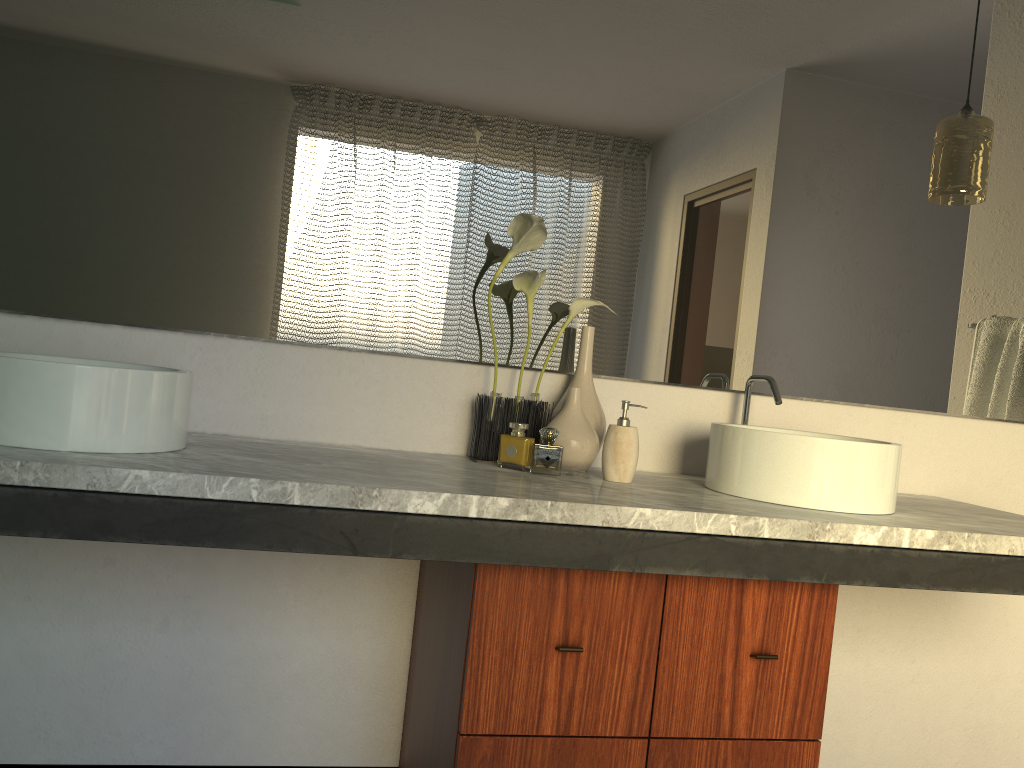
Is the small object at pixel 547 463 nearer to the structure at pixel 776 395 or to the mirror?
the mirror

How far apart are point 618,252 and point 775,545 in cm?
79

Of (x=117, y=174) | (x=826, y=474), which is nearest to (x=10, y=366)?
(x=117, y=174)

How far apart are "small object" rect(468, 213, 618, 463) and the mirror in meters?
0.1 m

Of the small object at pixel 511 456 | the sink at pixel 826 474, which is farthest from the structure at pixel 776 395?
the small object at pixel 511 456

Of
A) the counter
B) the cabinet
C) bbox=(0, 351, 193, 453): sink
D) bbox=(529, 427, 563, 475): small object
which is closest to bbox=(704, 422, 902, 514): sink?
the counter

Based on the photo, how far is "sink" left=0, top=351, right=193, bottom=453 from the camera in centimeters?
127cm

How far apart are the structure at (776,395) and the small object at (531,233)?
0.4m

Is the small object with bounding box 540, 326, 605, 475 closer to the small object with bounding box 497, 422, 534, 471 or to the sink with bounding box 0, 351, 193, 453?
the small object with bounding box 497, 422, 534, 471

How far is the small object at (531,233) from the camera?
1.8m
